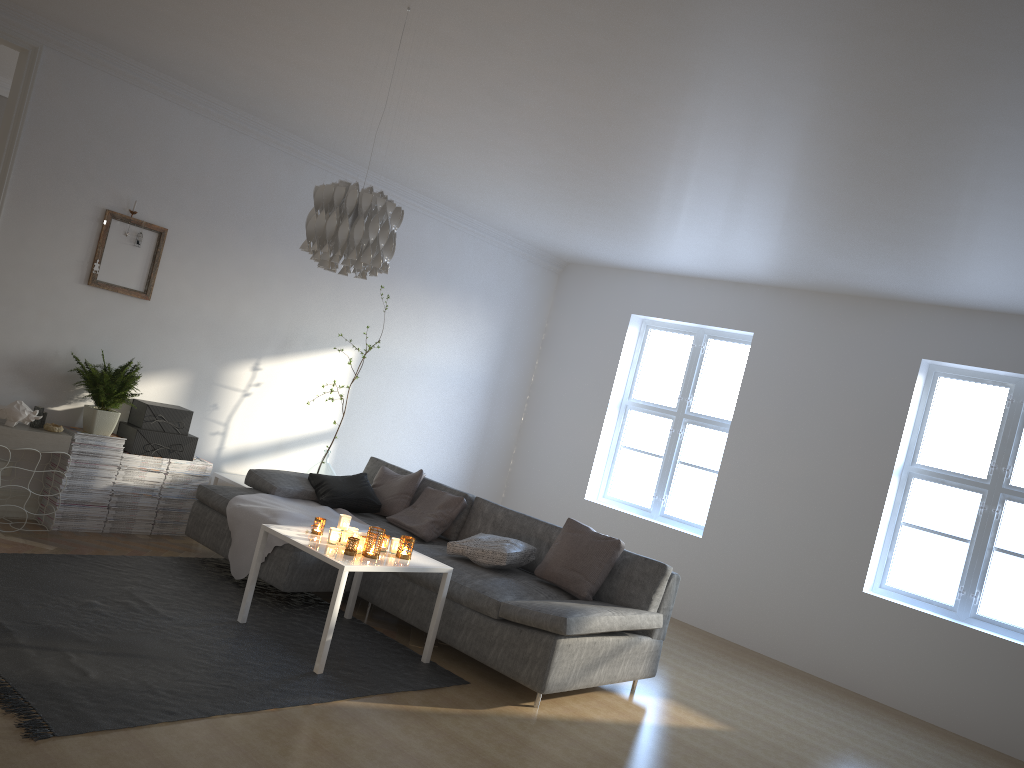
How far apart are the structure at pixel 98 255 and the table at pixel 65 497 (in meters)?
0.89

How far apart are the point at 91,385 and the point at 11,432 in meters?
0.5

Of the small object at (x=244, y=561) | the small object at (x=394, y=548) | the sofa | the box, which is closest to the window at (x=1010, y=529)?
the sofa

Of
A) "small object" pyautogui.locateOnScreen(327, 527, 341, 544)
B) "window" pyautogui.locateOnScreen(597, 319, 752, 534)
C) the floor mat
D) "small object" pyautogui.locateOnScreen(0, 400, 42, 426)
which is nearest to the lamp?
"small object" pyautogui.locateOnScreen(327, 527, 341, 544)

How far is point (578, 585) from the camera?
4.8m

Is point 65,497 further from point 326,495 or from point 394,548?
point 394,548

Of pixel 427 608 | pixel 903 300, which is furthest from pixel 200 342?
pixel 903 300

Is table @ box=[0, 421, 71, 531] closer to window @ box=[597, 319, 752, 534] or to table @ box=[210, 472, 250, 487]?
table @ box=[210, 472, 250, 487]

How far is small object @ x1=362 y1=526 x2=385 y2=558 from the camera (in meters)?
4.25

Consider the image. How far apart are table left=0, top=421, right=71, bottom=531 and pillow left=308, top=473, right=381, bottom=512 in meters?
1.5
